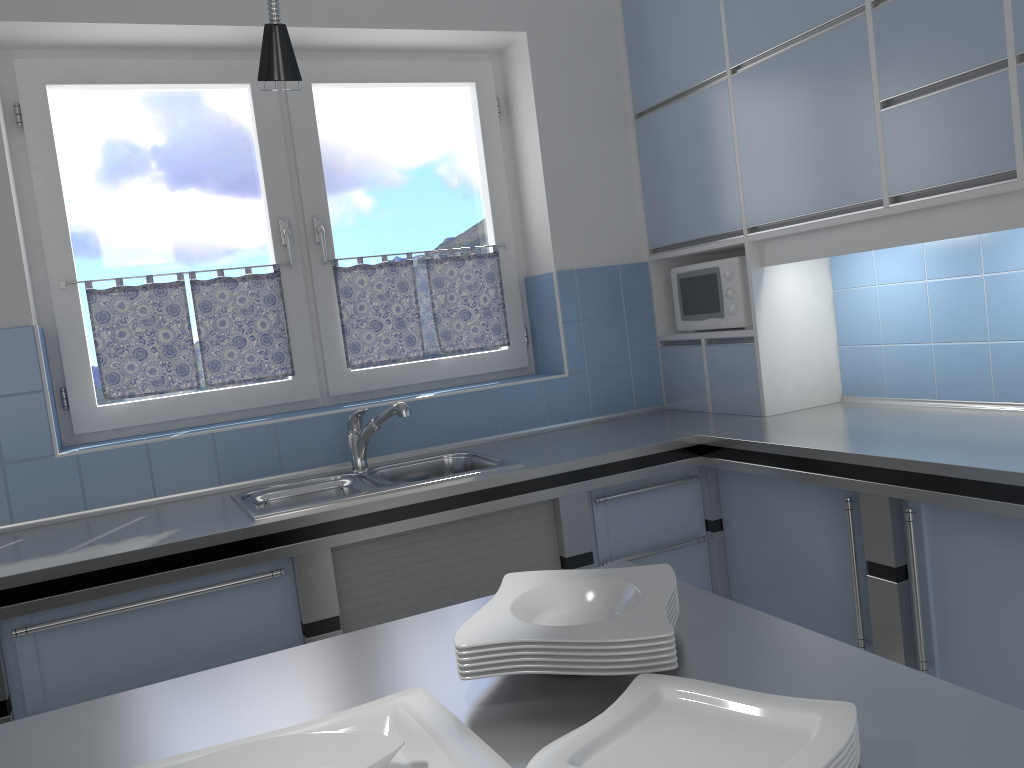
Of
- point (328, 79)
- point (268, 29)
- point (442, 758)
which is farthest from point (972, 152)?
point (328, 79)

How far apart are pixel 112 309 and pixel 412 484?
1.25m

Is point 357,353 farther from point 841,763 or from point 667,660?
point 841,763

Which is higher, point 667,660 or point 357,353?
point 357,353

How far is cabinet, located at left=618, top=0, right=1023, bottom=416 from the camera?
2.2 meters

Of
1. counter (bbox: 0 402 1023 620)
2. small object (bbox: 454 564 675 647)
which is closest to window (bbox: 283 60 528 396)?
counter (bbox: 0 402 1023 620)

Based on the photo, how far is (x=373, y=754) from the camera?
0.9 meters

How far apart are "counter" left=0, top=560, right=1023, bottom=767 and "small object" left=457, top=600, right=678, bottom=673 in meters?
0.0 m

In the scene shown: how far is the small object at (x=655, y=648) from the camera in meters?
1.0

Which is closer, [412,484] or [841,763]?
[841,763]
